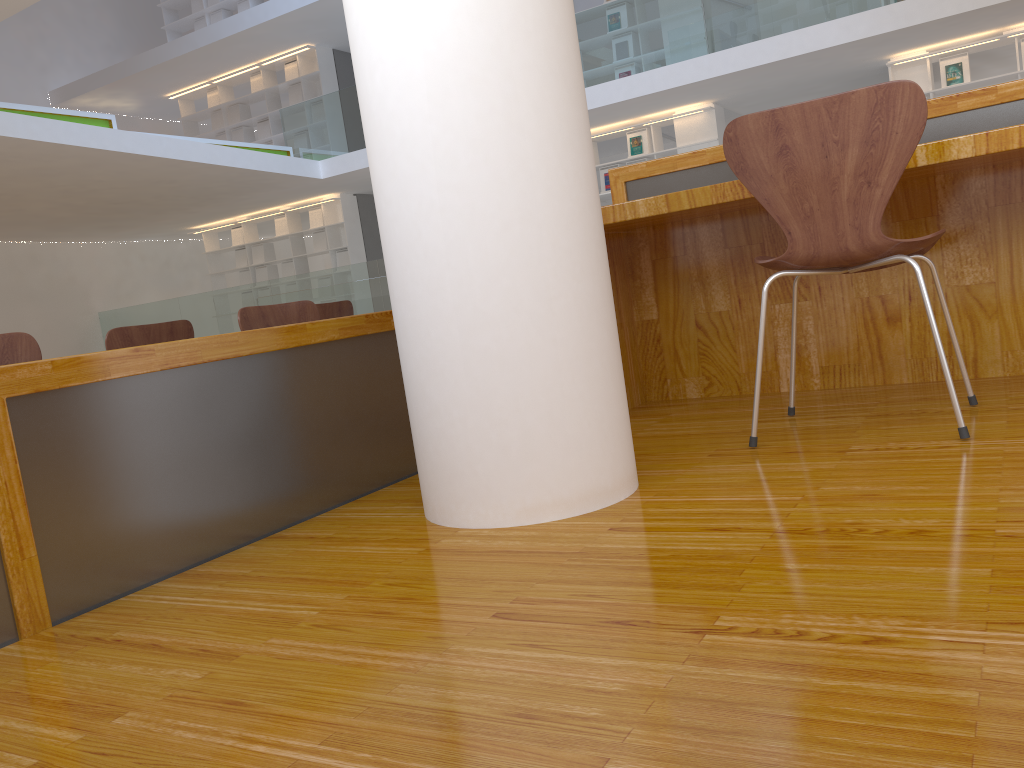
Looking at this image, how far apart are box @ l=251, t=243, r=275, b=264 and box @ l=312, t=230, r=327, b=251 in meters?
1.0 m

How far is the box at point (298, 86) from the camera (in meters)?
12.41

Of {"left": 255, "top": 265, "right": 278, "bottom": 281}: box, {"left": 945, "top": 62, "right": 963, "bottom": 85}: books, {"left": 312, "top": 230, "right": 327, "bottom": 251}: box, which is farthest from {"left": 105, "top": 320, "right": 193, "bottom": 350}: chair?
{"left": 255, "top": 265, "right": 278, "bottom": 281}: box

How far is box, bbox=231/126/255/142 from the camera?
13.1 meters

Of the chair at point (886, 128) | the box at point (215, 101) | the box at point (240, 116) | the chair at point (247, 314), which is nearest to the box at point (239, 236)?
the box at point (240, 116)

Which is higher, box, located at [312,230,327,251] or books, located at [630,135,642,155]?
books, located at [630,135,642,155]

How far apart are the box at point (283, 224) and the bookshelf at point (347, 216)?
0.1 meters

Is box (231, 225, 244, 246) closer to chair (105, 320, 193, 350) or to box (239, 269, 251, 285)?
box (239, 269, 251, 285)

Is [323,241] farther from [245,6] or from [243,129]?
[245,6]

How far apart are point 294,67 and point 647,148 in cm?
546
